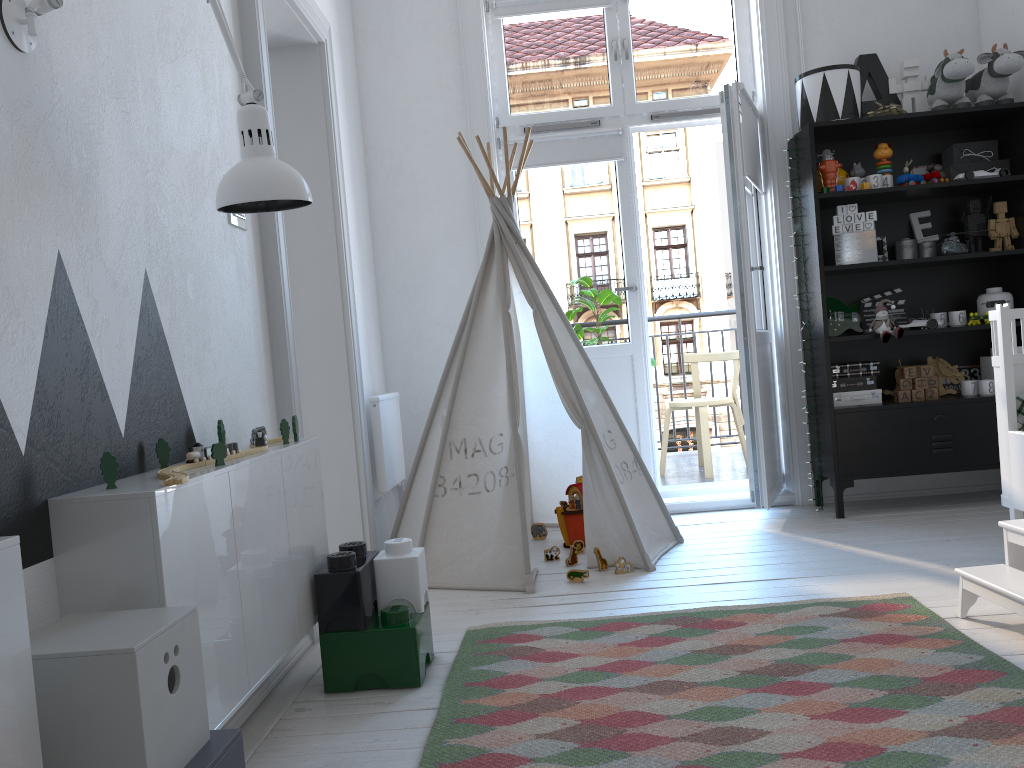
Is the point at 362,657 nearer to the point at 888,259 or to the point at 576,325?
the point at 576,325

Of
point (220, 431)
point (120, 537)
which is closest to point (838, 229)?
point (220, 431)

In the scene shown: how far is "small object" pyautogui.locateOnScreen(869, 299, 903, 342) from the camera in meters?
3.7 m

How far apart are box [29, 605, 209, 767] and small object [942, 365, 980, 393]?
3.7 meters

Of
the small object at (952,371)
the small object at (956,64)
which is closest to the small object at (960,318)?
the small object at (952,371)

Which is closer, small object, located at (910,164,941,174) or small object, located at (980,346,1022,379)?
small object, located at (980,346,1022,379)

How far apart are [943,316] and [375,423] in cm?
248

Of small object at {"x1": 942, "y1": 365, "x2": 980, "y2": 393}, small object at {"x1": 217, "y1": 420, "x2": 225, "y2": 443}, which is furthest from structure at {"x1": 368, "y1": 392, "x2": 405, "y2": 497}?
small object at {"x1": 942, "y1": 365, "x2": 980, "y2": 393}

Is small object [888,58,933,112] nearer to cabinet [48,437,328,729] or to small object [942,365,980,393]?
small object [942,365,980,393]

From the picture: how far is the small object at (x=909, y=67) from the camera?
3.9 meters
